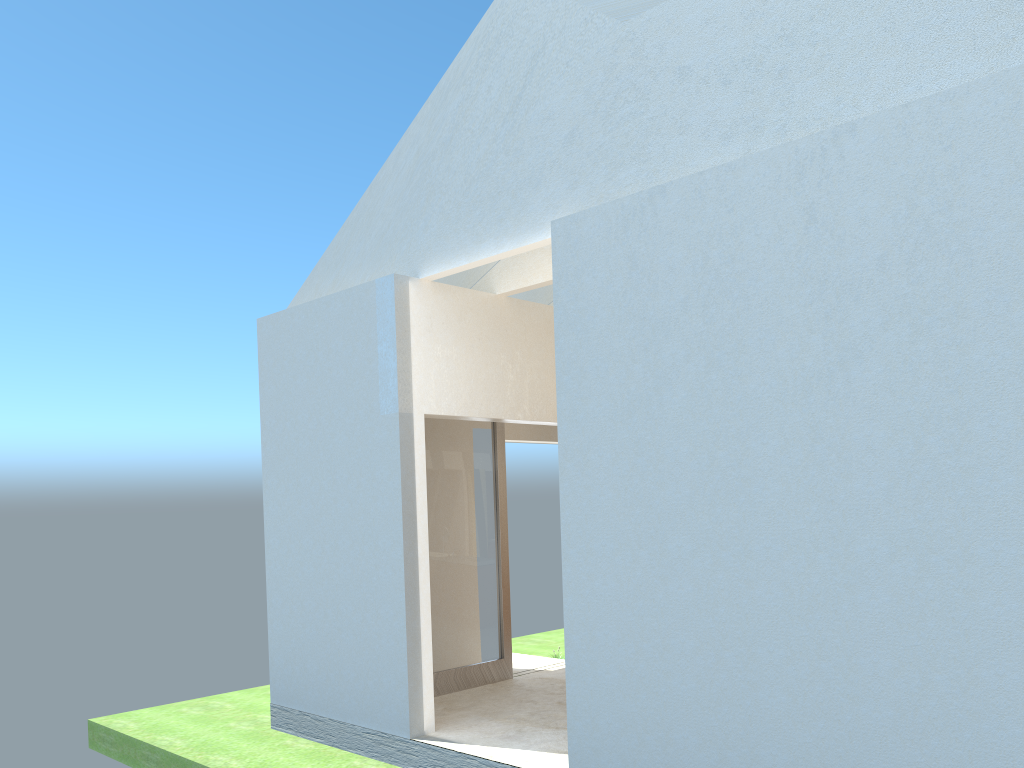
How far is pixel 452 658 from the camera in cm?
1860

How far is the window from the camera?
18.6m

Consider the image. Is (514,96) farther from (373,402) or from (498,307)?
(373,402)

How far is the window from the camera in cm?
1860

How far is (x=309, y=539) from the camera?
17.2m
